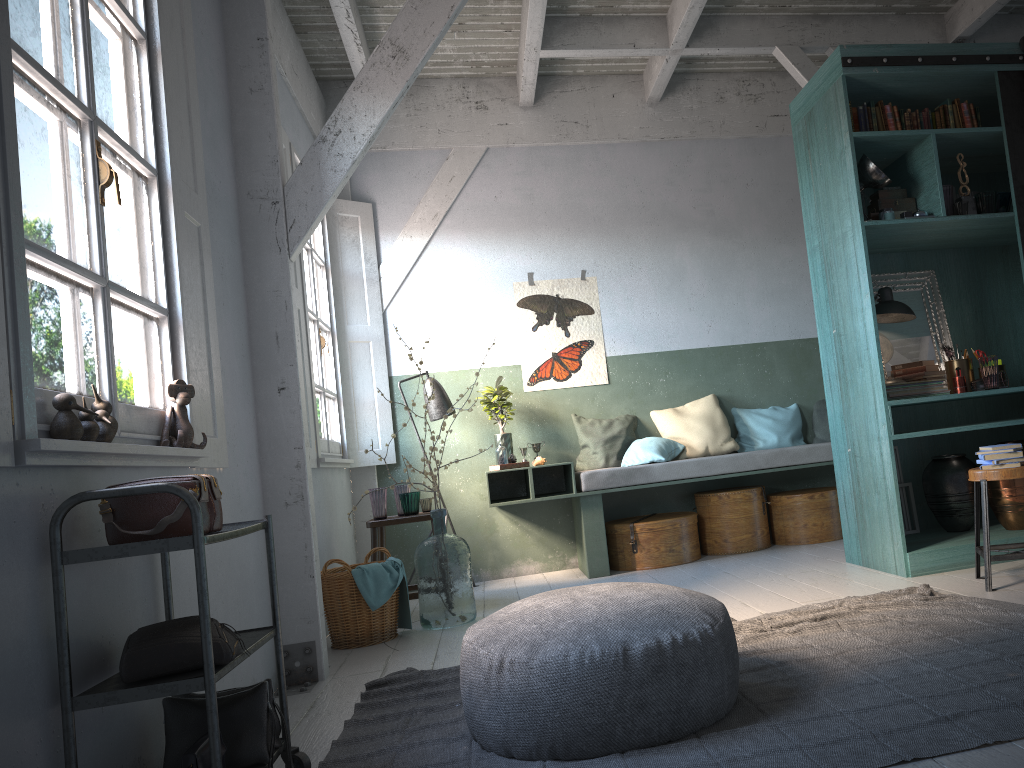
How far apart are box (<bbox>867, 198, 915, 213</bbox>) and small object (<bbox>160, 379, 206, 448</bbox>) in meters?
4.3 m

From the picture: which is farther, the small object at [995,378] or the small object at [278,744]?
the small object at [995,378]

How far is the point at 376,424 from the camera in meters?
7.6 m

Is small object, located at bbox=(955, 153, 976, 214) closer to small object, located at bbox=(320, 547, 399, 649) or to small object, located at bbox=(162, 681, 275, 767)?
small object, located at bbox=(320, 547, 399, 649)

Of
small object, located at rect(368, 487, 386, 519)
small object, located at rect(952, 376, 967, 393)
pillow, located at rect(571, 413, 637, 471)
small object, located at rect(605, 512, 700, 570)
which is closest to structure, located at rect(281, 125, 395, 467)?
small object, located at rect(368, 487, 386, 519)

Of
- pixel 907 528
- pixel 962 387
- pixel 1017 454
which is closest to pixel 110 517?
pixel 1017 454

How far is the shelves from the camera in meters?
2.3

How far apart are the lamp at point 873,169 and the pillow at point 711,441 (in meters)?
2.67

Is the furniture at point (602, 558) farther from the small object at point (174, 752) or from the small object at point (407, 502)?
the small object at point (174, 752)

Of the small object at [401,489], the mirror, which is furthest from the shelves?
the mirror
